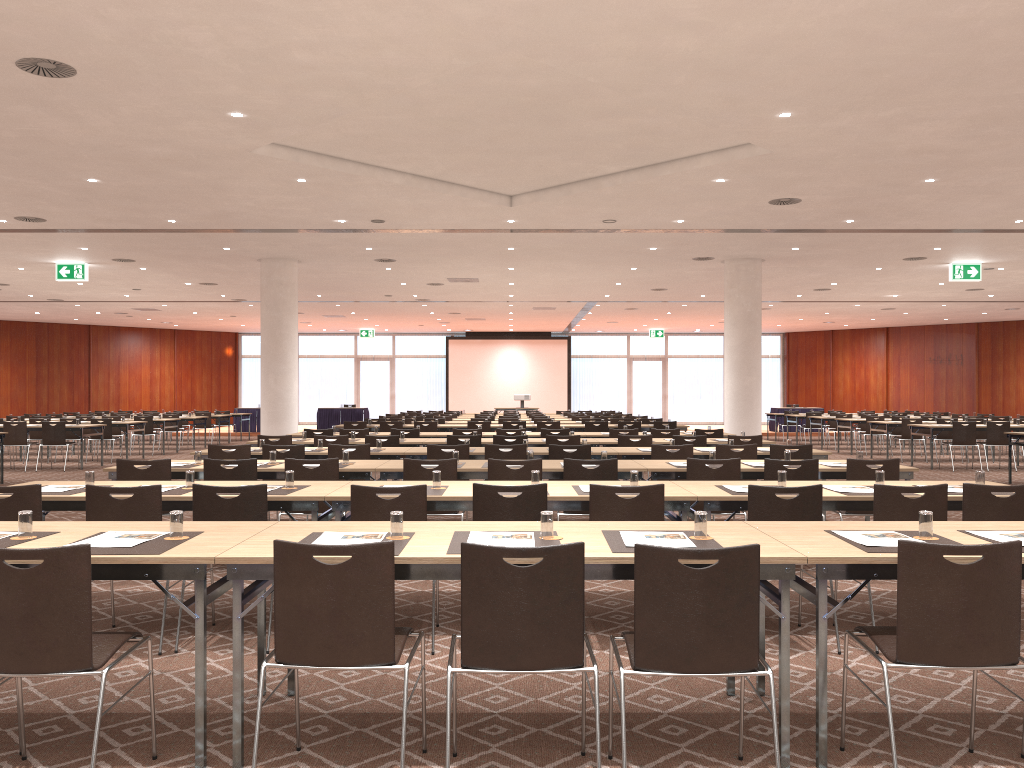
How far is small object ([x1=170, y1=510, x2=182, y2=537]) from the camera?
3.8 meters

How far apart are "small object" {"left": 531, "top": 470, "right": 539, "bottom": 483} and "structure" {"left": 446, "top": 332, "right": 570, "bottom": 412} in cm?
3071

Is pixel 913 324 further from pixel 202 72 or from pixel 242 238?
pixel 202 72

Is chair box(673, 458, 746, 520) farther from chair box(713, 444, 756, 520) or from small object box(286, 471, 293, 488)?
small object box(286, 471, 293, 488)

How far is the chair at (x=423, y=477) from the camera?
7.1m

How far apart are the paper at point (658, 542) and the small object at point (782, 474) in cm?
219

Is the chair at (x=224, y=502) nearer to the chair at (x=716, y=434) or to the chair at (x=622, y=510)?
the chair at (x=622, y=510)

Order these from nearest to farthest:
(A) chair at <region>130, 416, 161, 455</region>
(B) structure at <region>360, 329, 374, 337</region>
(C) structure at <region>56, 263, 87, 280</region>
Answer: (C) structure at <region>56, 263, 87, 280</region>, (A) chair at <region>130, 416, 161, 455</region>, (B) structure at <region>360, 329, 374, 337</region>

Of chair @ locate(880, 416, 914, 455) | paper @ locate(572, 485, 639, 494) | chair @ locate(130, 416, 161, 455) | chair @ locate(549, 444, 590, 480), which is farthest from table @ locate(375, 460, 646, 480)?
chair @ locate(880, 416, 914, 455)

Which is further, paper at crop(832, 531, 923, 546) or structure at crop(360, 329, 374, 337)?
structure at crop(360, 329, 374, 337)
